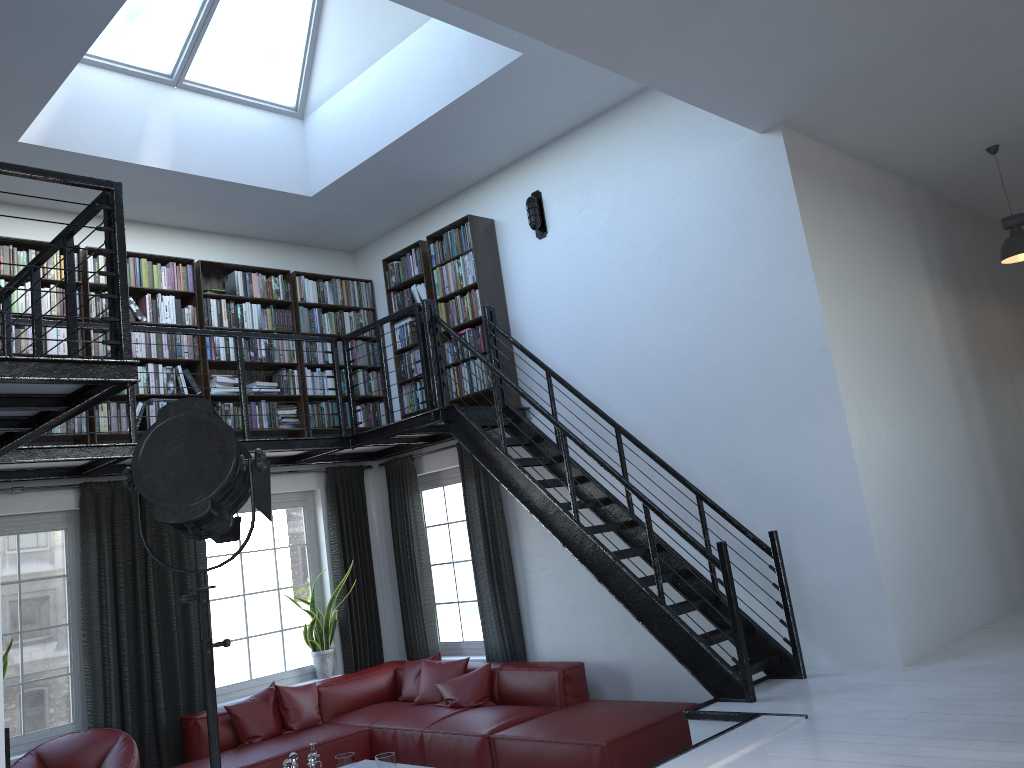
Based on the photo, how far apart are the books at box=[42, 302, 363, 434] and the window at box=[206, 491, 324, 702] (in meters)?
1.01

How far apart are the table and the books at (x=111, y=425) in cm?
297

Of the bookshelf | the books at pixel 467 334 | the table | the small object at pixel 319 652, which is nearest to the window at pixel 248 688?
the small object at pixel 319 652

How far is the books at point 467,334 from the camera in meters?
7.2

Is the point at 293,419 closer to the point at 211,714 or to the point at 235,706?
the point at 235,706

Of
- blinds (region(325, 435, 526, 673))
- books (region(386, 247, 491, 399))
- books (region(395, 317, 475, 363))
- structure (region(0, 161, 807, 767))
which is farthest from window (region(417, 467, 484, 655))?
books (region(395, 317, 475, 363))

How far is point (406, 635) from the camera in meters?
8.0 m

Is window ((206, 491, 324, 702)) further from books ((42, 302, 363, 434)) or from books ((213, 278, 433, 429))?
books ((42, 302, 363, 434))

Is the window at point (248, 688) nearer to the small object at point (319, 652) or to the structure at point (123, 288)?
the small object at point (319, 652)

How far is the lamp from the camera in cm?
630
